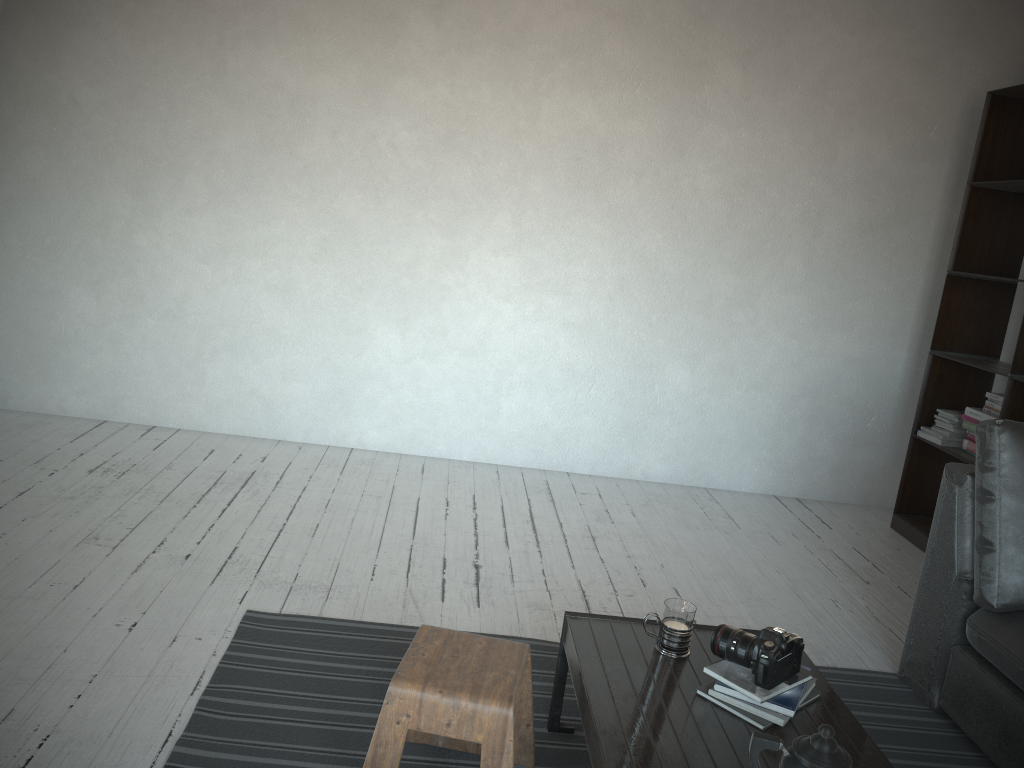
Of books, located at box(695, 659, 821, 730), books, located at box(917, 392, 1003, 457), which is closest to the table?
books, located at box(695, 659, 821, 730)

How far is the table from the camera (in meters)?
1.68

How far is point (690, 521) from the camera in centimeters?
410cm

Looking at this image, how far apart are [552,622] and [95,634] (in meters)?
1.35

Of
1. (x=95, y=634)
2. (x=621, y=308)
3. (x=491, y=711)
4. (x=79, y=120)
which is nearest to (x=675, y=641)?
(x=491, y=711)

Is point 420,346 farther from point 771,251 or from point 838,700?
point 838,700

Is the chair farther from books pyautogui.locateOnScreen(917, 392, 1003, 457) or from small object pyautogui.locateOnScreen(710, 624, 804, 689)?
books pyautogui.locateOnScreen(917, 392, 1003, 457)

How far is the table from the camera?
1.7m

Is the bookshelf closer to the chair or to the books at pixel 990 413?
the books at pixel 990 413

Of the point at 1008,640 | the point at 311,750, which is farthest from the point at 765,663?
the point at 311,750
